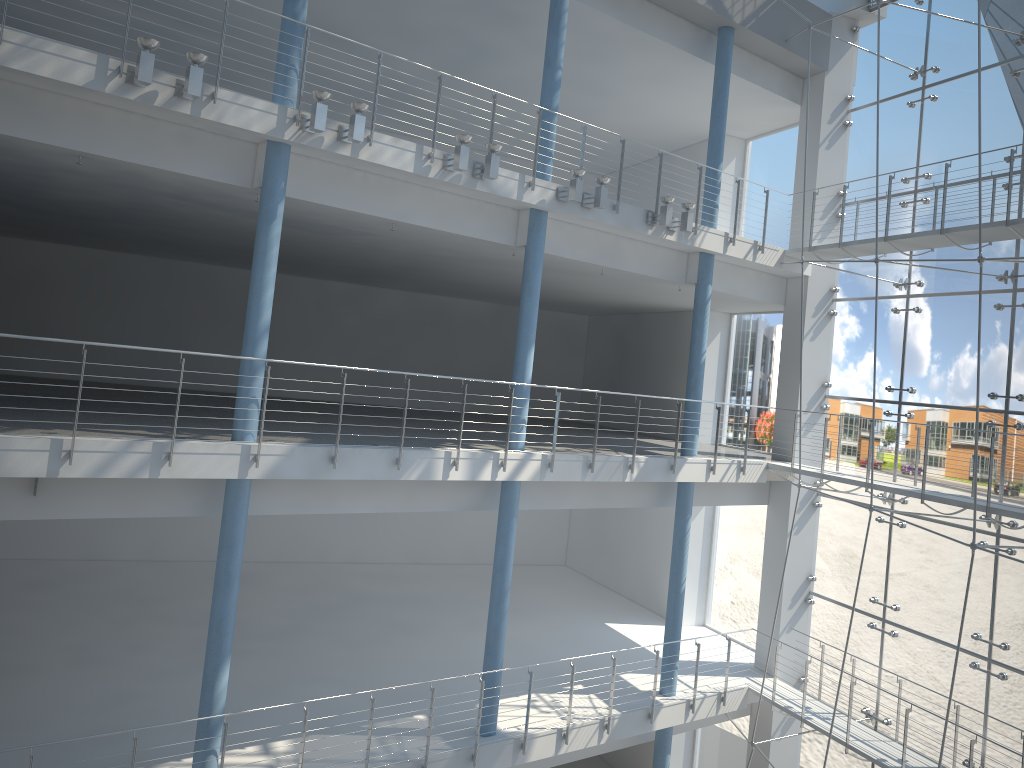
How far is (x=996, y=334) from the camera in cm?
180

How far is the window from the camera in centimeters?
180cm

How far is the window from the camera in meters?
1.8
